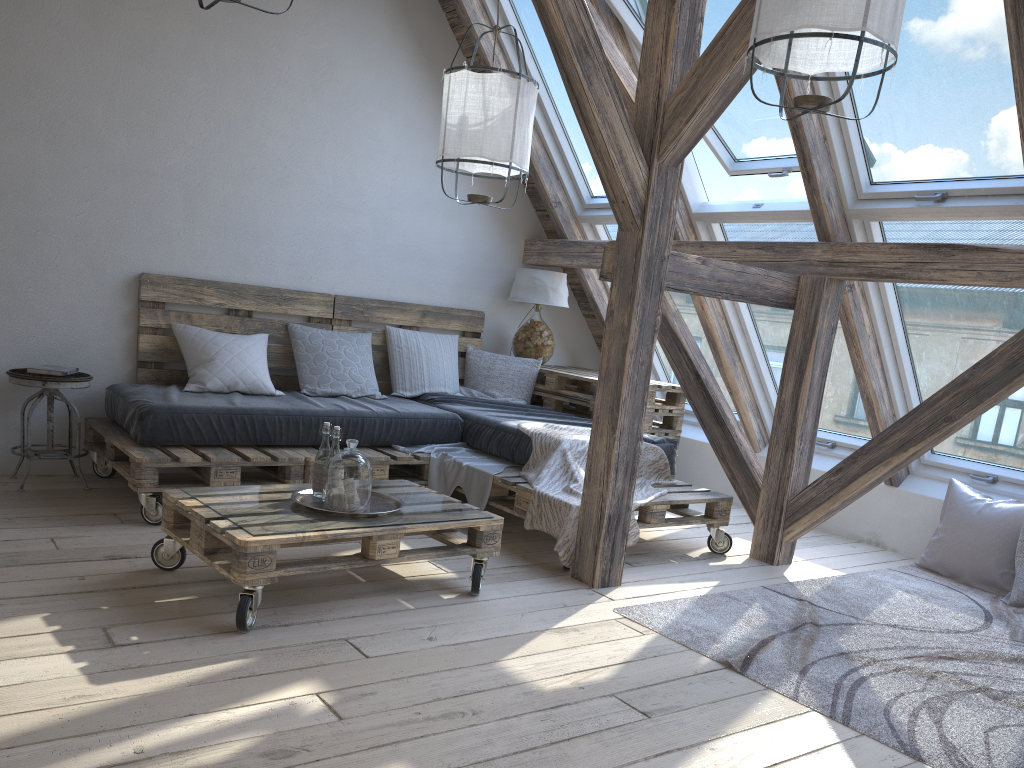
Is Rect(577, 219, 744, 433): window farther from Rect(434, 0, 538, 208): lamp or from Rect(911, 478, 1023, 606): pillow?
Rect(911, 478, 1023, 606): pillow

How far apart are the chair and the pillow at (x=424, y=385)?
1.6m

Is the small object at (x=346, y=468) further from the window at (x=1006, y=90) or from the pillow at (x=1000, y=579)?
the pillow at (x=1000, y=579)

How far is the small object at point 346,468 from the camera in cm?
290

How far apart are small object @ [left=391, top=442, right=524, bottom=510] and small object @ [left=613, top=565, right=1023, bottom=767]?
1.0 meters

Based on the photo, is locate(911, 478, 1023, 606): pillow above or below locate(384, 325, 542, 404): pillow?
below

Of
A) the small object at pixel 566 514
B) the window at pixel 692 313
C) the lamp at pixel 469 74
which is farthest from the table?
the lamp at pixel 469 74

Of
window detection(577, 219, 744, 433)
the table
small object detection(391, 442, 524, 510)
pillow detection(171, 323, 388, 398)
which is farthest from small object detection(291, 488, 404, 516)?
window detection(577, 219, 744, 433)

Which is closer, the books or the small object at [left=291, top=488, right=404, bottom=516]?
the small object at [left=291, top=488, right=404, bottom=516]

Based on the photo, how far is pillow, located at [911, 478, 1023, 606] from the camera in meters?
4.0
